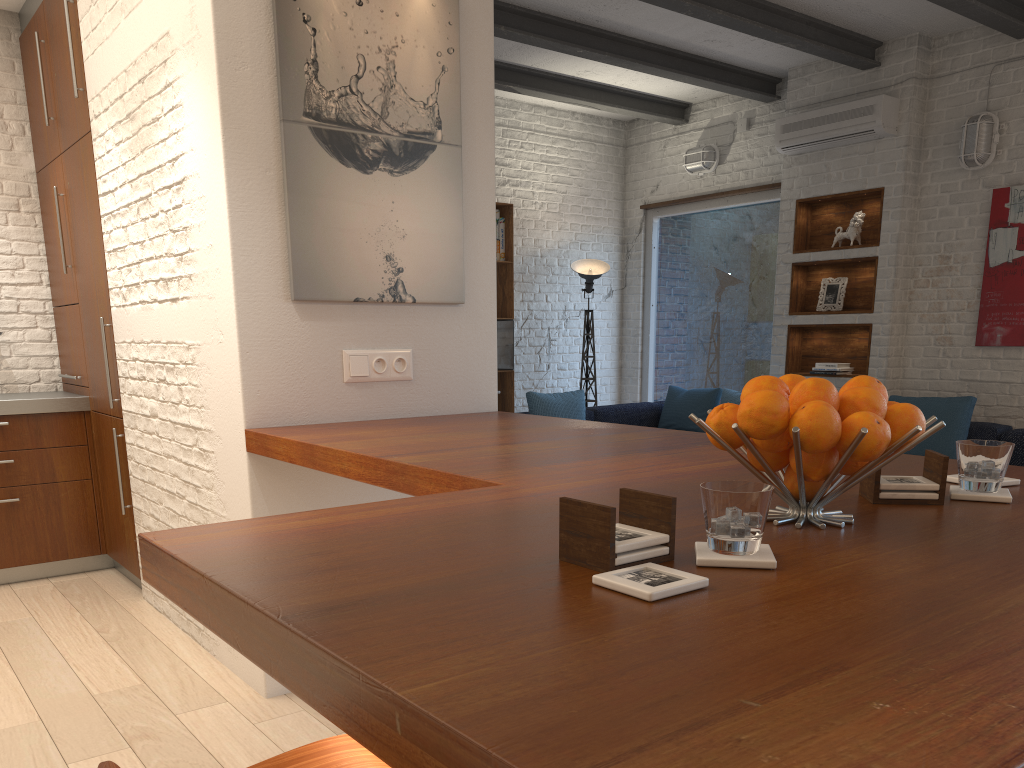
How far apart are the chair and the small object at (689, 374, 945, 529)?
0.64m

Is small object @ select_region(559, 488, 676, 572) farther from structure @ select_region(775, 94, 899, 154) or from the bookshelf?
the bookshelf

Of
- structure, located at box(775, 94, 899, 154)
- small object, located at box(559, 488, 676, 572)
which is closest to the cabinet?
small object, located at box(559, 488, 676, 572)

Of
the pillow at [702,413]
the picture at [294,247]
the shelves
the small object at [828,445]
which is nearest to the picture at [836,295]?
the shelves

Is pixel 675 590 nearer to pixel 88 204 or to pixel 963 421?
pixel 88 204

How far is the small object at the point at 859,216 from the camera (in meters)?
6.30

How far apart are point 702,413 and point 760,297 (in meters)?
1.16

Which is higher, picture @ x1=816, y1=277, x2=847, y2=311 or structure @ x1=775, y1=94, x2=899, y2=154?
structure @ x1=775, y1=94, x2=899, y2=154

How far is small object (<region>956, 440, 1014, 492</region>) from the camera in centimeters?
147cm

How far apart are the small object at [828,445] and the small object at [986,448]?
0.23m
